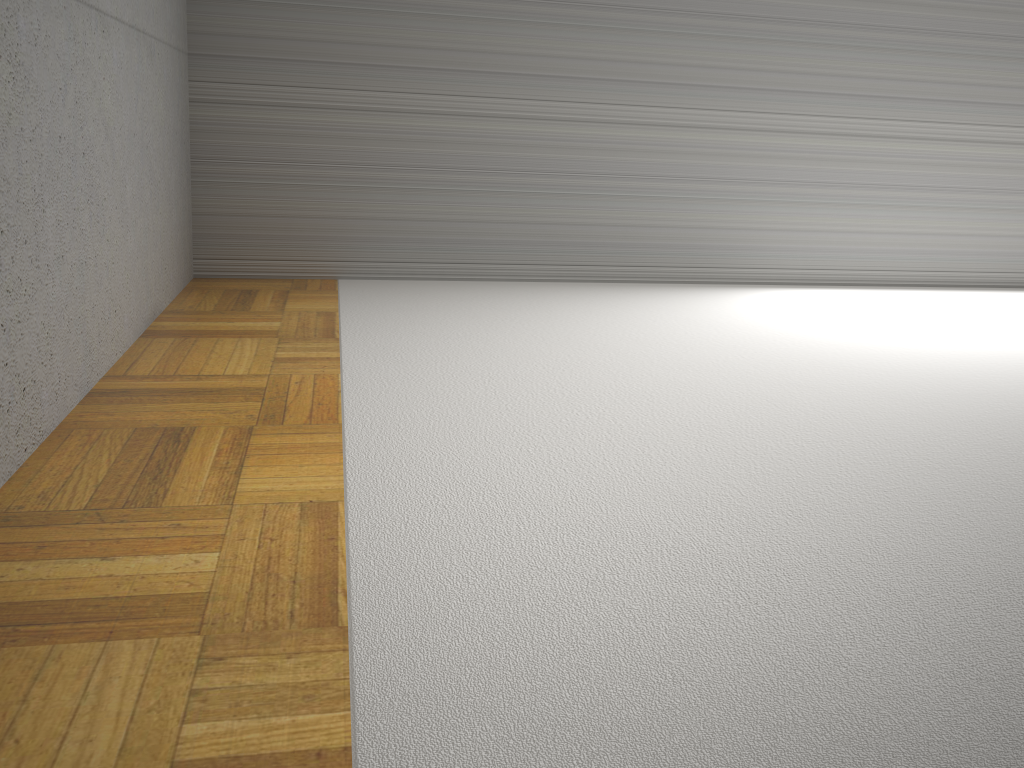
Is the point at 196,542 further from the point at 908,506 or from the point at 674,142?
the point at 674,142
